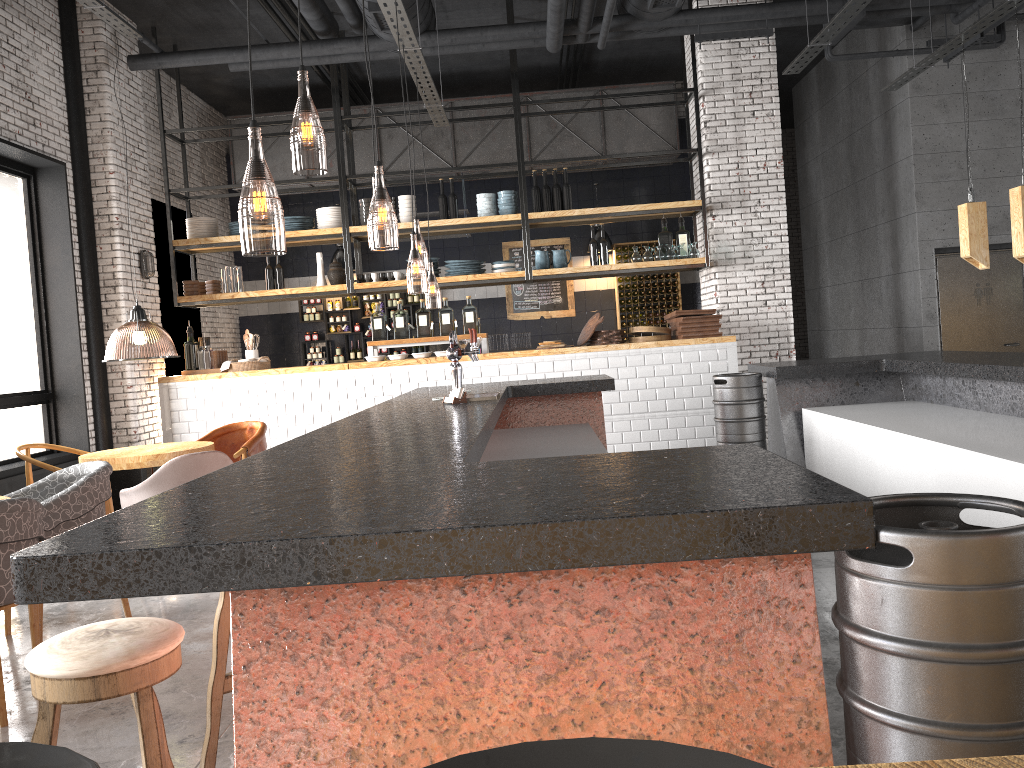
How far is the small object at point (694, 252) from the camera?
9.31m

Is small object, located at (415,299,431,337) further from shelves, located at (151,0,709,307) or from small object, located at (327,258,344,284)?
small object, located at (327,258,344,284)

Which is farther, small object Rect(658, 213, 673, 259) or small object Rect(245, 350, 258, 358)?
small object Rect(658, 213, 673, 259)

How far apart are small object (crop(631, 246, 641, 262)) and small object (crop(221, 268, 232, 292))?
4.31m

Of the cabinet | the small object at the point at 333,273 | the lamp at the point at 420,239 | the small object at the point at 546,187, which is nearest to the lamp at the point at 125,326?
the cabinet

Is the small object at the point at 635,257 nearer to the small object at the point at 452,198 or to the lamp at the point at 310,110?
the small object at the point at 452,198

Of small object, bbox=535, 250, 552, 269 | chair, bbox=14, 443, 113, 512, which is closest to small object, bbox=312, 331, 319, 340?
small object, bbox=535, 250, 552, 269

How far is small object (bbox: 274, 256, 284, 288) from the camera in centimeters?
976cm

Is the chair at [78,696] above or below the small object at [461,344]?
below

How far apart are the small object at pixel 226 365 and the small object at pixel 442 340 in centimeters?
147cm
